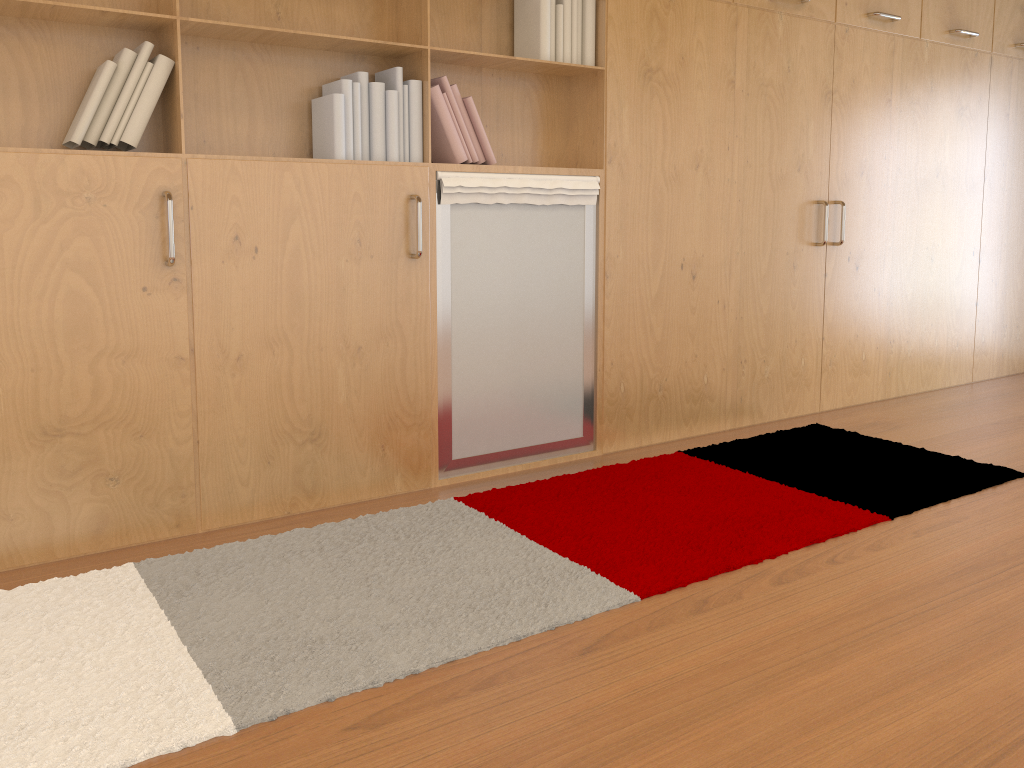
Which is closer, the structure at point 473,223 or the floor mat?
the floor mat

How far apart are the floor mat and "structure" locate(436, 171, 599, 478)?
0.2m

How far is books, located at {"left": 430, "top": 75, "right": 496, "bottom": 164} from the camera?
2.9 meters

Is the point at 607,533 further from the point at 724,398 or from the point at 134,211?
the point at 134,211

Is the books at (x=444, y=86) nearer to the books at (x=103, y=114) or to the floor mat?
the books at (x=103, y=114)

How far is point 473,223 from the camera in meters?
3.0 m

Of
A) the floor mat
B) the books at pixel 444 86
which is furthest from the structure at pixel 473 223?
the floor mat

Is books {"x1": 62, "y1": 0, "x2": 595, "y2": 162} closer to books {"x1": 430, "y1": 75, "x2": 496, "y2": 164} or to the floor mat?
books {"x1": 430, "y1": 75, "x2": 496, "y2": 164}

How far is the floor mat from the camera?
1.7m

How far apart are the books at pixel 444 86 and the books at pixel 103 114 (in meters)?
0.06
